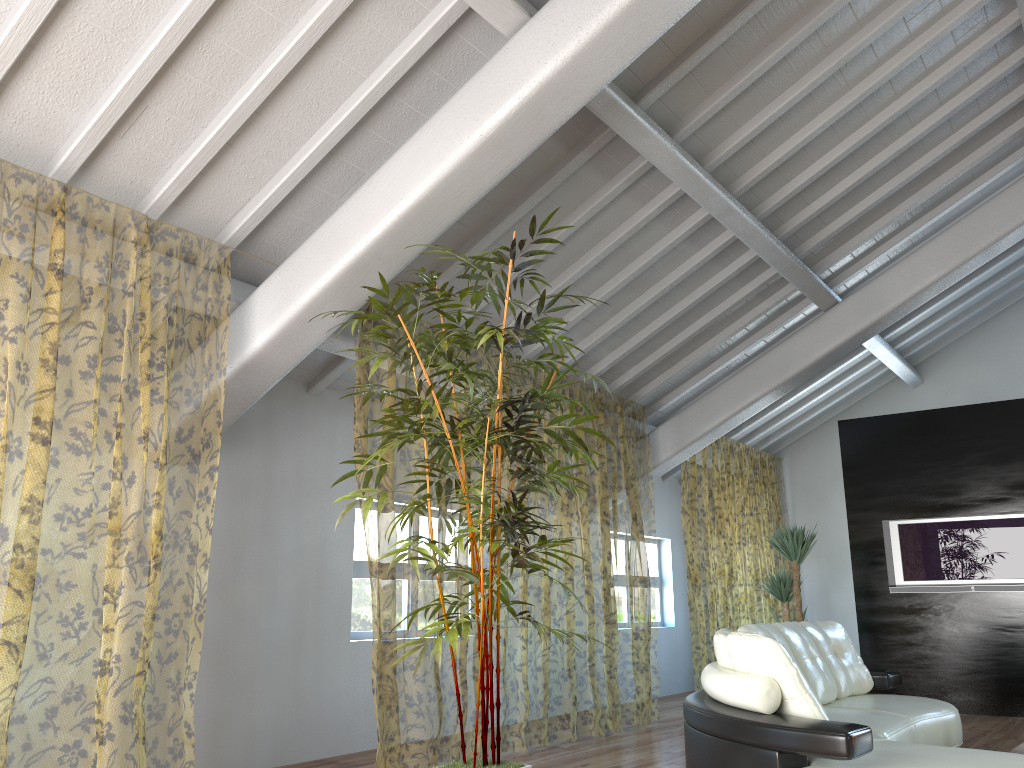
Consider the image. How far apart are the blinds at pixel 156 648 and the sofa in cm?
227

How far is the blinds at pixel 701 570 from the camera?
13.88m

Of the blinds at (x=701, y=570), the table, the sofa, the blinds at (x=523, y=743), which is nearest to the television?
the blinds at (x=701, y=570)

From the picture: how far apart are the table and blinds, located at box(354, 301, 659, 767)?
2.9 meters

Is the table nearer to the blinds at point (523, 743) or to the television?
the blinds at point (523, 743)

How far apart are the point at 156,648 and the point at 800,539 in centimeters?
575cm

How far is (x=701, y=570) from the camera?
13.9m

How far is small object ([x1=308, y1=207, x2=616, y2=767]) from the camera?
3.44m

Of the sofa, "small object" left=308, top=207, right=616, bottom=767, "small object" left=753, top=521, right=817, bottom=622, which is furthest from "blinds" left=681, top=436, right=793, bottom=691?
"small object" left=308, top=207, right=616, bottom=767

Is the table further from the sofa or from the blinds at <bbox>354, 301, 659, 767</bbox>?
the blinds at <bbox>354, 301, 659, 767</bbox>
